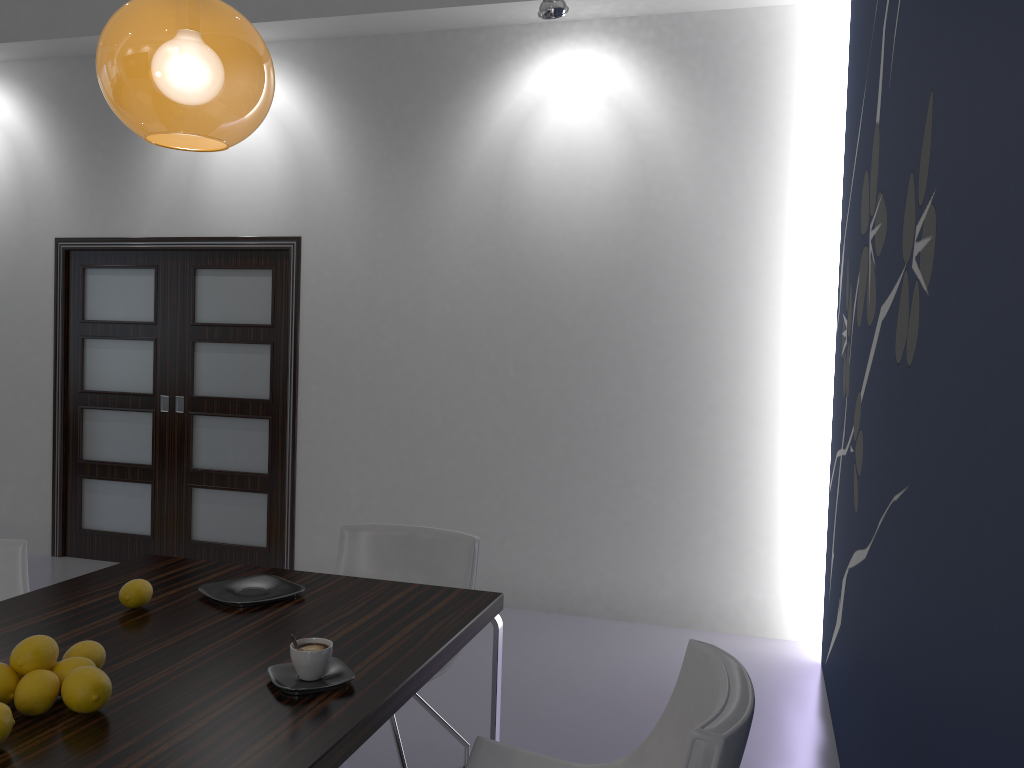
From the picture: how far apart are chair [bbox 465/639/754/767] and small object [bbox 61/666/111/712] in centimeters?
83cm

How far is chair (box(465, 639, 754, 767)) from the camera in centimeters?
150cm

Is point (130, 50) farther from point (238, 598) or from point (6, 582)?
point (6, 582)

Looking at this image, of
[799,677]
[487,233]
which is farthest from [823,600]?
[487,233]

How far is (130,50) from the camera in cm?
172

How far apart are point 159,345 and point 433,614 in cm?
399

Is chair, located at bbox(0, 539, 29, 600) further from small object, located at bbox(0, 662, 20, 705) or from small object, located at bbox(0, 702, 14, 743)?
small object, located at bbox(0, 702, 14, 743)

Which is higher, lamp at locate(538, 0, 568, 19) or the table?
lamp at locate(538, 0, 568, 19)

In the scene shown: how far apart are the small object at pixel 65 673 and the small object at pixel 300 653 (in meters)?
0.36

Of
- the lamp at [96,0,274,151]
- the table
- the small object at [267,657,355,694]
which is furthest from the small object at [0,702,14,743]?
the lamp at [96,0,274,151]
